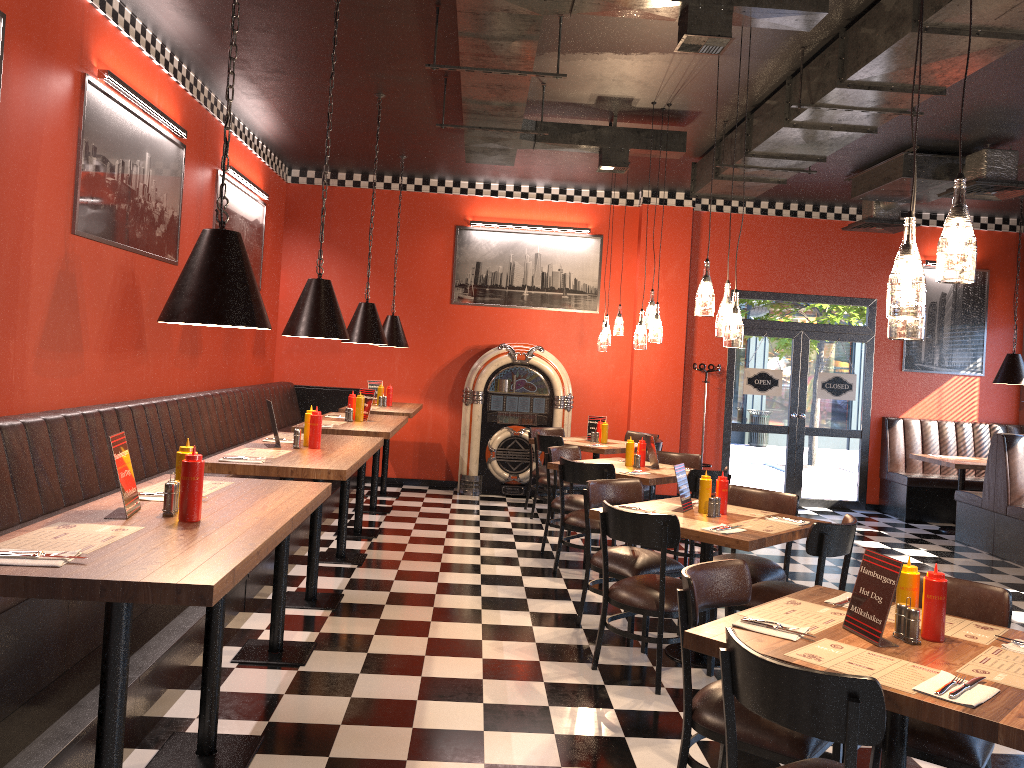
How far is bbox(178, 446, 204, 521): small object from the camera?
2.79m

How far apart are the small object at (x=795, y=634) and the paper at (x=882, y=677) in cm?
7

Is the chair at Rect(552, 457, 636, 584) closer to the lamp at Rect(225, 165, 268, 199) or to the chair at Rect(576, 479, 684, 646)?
the chair at Rect(576, 479, 684, 646)

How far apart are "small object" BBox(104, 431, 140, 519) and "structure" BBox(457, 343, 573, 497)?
7.20m

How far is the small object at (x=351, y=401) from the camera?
7.1m

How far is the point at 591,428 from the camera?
9.2 meters

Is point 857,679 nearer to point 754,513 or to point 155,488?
point 155,488

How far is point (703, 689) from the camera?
3.17m

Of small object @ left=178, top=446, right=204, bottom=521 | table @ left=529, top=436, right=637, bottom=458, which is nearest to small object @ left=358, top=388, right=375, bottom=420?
table @ left=529, top=436, right=637, bottom=458

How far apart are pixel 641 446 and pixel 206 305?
4.70m
